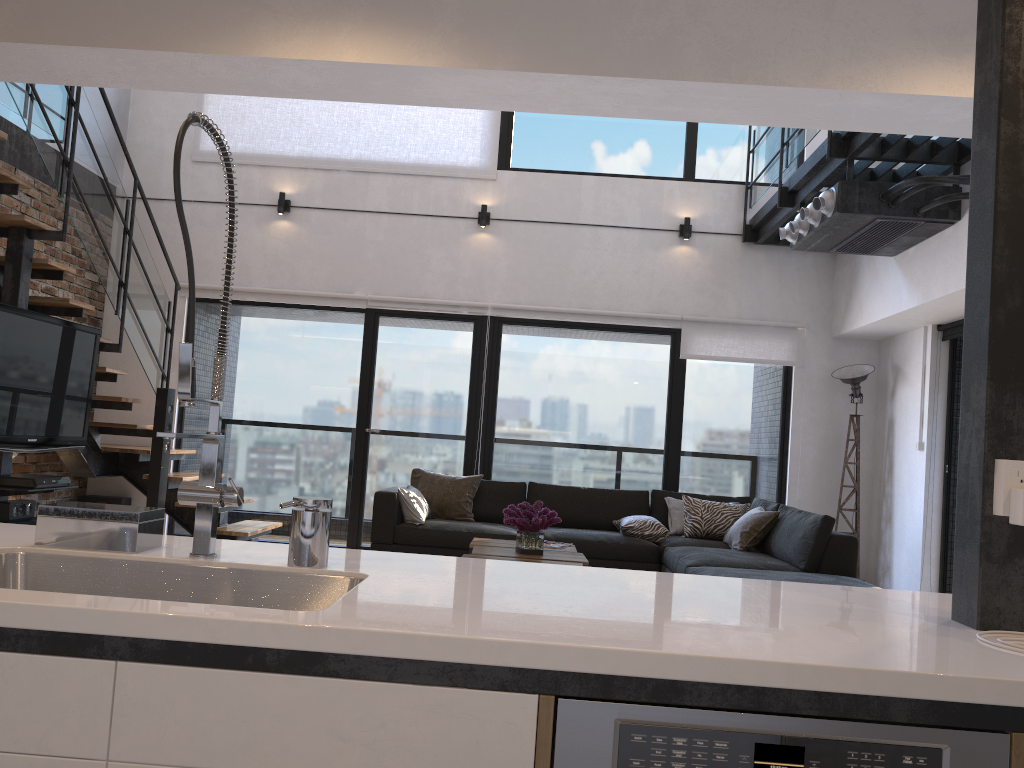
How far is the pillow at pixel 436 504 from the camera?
6.7m

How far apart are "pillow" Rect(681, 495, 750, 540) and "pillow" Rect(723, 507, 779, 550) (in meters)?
0.19

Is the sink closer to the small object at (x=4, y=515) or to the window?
the small object at (x=4, y=515)

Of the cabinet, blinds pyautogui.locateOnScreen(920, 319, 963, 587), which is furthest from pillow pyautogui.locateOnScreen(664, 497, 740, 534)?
the cabinet

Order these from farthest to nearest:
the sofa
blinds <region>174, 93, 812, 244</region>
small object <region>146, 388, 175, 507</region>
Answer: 1. blinds <region>174, 93, 812, 244</region>
2. small object <region>146, 388, 175, 507</region>
3. the sofa

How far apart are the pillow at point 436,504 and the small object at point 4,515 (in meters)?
2.66

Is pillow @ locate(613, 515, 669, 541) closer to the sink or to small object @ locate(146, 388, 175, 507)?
small object @ locate(146, 388, 175, 507)

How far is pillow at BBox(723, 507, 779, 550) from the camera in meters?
5.9 m

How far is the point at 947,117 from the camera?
3.1 meters

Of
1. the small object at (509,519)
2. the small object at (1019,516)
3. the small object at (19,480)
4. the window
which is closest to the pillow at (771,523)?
the window
